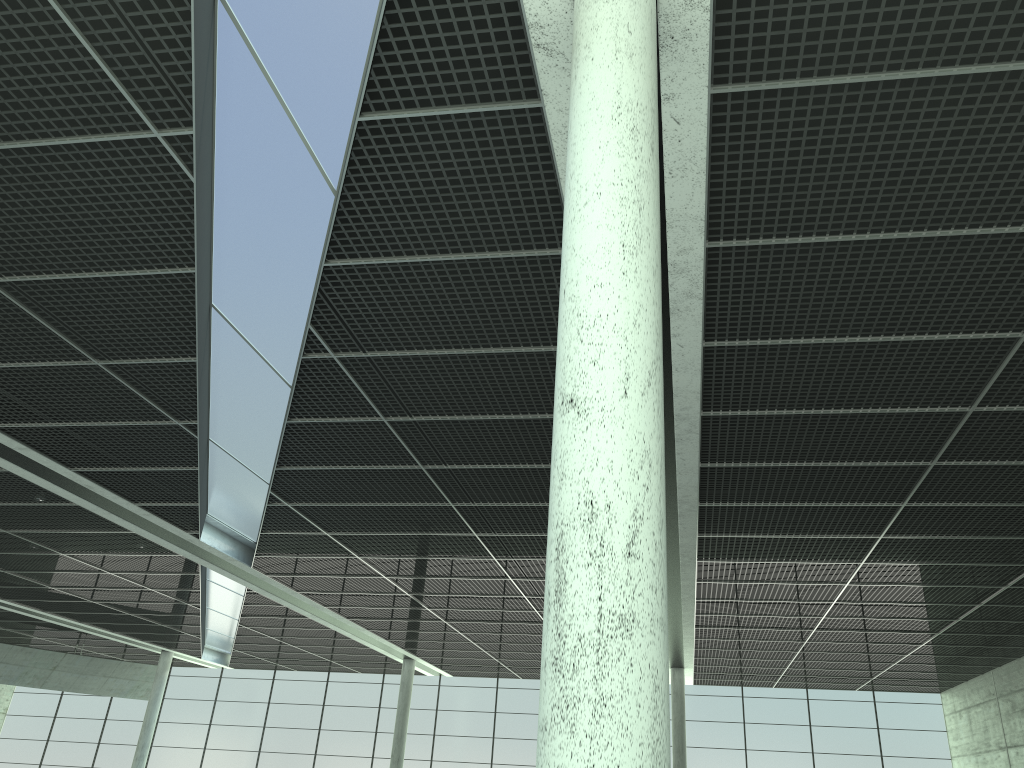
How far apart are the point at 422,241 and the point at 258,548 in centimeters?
3190cm
